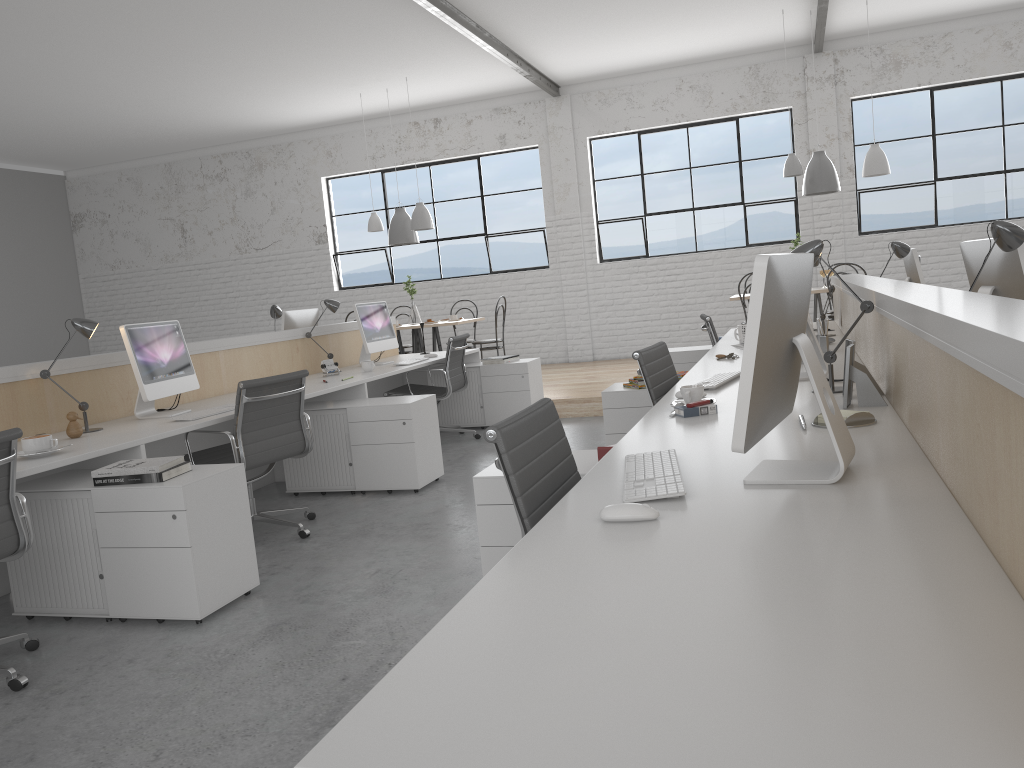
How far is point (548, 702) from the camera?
0.8 meters

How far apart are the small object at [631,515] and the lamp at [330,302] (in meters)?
3.83

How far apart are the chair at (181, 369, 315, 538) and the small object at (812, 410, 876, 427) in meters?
2.0 m

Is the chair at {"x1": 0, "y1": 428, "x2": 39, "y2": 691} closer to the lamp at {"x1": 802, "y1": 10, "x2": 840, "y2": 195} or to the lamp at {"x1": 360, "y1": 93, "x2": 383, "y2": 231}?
the lamp at {"x1": 360, "y1": 93, "x2": 383, "y2": 231}

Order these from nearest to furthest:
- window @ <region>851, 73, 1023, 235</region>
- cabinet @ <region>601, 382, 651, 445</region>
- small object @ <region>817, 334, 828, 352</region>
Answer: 1. small object @ <region>817, 334, 828, 352</region>
2. cabinet @ <region>601, 382, 651, 445</region>
3. window @ <region>851, 73, 1023, 235</region>

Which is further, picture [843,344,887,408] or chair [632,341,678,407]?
chair [632,341,678,407]

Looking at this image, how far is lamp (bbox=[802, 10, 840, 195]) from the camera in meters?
6.3 m

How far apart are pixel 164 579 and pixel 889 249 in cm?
330

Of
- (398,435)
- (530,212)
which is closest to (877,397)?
(398,435)

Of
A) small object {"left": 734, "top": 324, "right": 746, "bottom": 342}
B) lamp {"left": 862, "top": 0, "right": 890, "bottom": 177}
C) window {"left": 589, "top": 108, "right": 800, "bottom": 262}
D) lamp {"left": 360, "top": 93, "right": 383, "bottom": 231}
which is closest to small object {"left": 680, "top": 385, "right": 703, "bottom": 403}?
small object {"left": 734, "top": 324, "right": 746, "bottom": 342}
